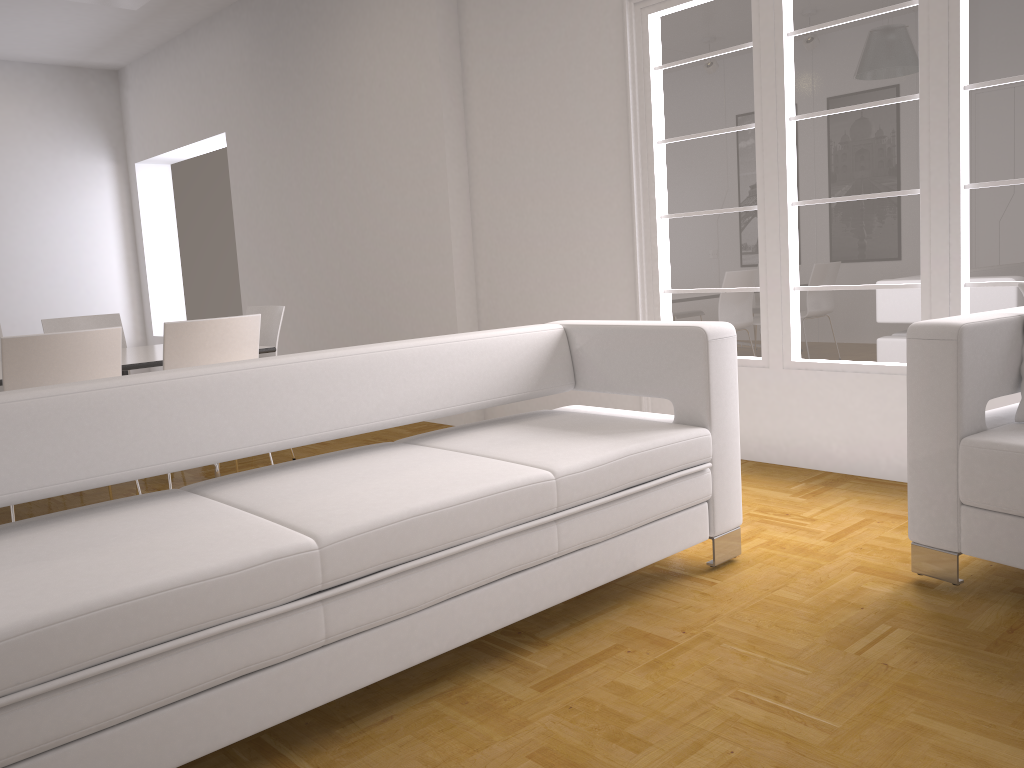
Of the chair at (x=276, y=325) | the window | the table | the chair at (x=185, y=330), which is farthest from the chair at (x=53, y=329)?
the window

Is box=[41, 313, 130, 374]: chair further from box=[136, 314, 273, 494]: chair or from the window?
the window

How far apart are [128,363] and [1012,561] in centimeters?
384cm

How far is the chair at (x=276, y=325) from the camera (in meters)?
5.28

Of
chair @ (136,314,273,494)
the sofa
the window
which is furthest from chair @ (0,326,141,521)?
the window

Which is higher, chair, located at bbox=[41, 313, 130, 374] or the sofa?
chair, located at bbox=[41, 313, 130, 374]

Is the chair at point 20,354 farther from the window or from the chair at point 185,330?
the window

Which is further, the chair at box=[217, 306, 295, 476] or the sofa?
the chair at box=[217, 306, 295, 476]

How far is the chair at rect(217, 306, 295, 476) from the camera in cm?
528

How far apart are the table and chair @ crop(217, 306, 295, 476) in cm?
45
